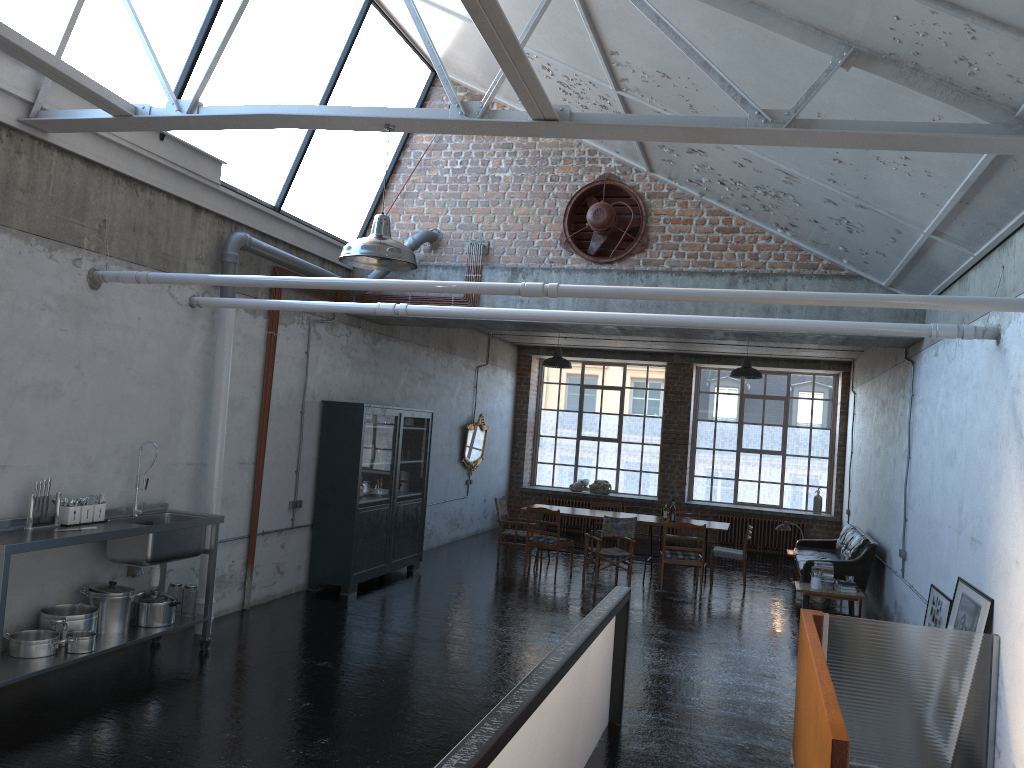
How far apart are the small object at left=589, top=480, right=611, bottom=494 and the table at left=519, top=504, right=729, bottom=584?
4.9m

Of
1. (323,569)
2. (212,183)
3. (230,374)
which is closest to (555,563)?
(323,569)

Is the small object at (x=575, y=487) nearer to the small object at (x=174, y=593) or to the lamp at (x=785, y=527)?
the lamp at (x=785, y=527)

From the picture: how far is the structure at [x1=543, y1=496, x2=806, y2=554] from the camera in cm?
1857

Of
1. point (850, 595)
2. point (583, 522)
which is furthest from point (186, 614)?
point (583, 522)

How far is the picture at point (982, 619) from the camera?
6.28m

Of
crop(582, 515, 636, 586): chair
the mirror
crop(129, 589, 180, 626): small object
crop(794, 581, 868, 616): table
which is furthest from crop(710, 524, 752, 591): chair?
crop(129, 589, 180, 626): small object

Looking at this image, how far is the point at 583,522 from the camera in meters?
18.6

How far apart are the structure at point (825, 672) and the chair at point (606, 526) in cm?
615

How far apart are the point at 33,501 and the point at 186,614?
1.8m
